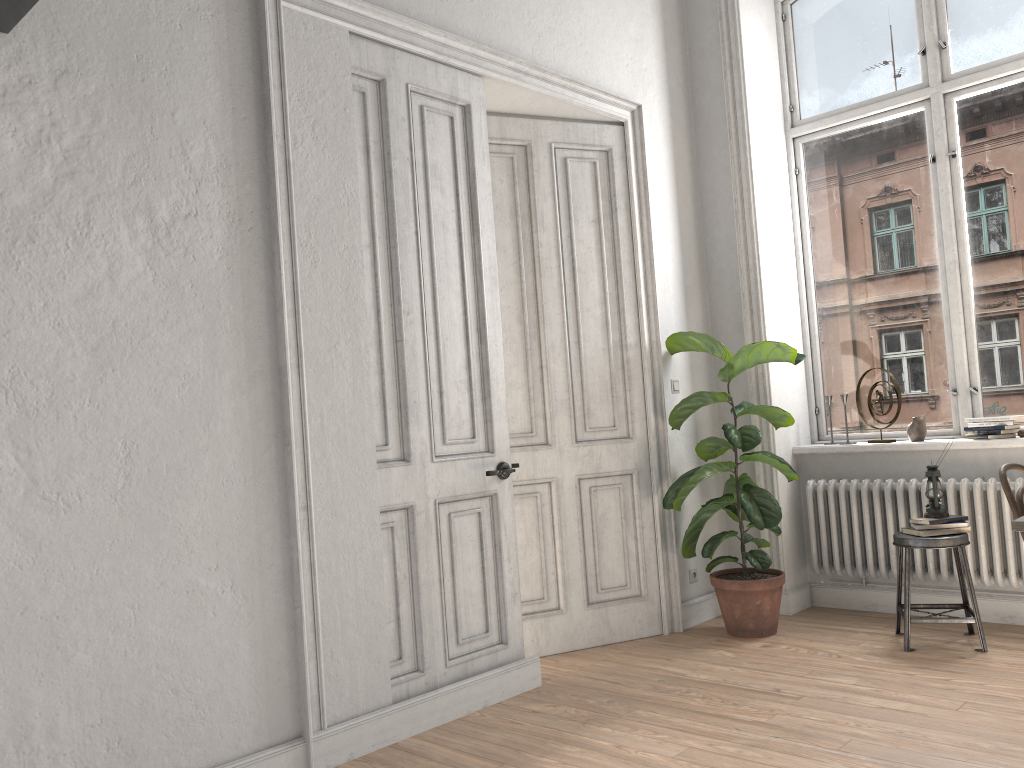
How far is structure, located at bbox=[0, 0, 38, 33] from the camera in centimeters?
246cm

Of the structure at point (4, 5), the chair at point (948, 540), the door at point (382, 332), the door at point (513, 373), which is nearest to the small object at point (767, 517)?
the door at point (513, 373)

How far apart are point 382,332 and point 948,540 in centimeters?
277cm

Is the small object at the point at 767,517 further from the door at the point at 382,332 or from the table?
the table

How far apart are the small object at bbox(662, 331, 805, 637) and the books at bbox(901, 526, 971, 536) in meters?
0.6

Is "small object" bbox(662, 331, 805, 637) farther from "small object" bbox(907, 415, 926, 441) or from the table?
the table

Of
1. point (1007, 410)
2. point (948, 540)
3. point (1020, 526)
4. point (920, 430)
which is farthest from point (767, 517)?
point (1020, 526)

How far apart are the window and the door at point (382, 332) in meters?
2.4

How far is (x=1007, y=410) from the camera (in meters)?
4.73

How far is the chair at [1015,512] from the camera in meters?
3.0
